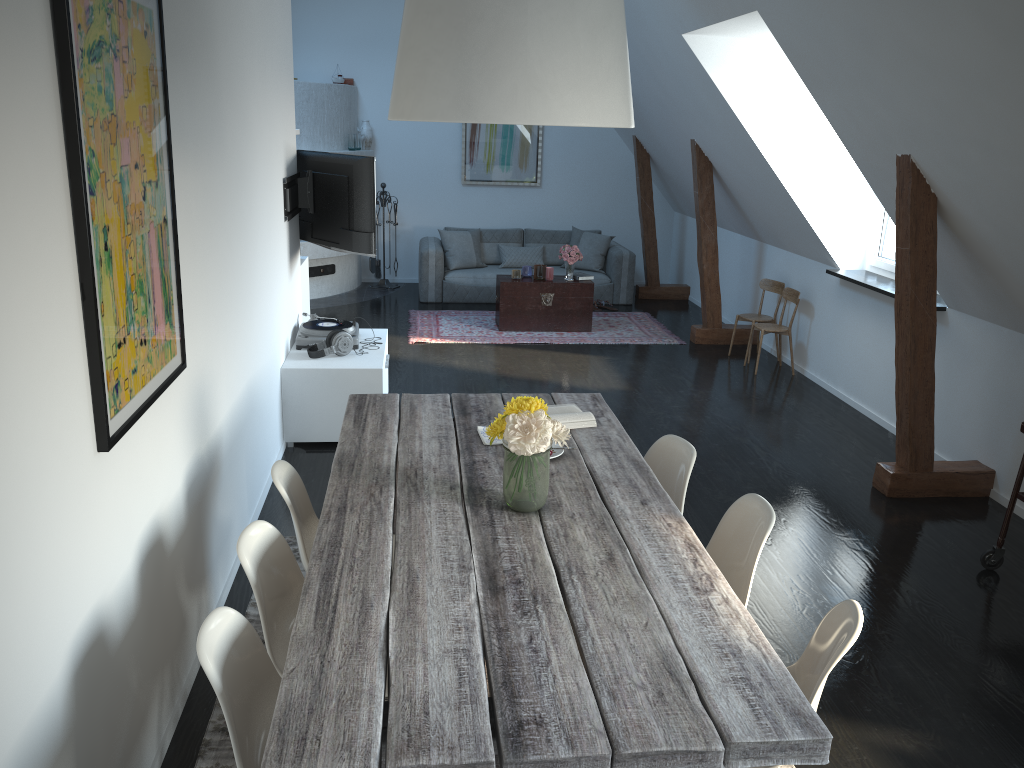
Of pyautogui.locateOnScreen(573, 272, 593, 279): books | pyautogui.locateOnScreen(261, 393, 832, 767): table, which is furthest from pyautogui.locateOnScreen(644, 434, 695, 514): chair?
pyautogui.locateOnScreen(573, 272, 593, 279): books

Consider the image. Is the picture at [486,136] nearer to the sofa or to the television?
the sofa

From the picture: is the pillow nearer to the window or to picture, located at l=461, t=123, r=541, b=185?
picture, located at l=461, t=123, r=541, b=185

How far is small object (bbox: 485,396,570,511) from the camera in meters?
2.6

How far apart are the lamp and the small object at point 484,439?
1.4m

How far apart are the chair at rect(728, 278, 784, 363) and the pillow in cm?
265

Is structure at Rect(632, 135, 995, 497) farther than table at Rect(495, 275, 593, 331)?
No

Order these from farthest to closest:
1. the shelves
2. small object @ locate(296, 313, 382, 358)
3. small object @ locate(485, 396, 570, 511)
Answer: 1. small object @ locate(296, 313, 382, 358)
2. the shelves
3. small object @ locate(485, 396, 570, 511)

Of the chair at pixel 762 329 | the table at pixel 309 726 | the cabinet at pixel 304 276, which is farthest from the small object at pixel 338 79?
the table at pixel 309 726

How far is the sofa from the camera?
9.8m
